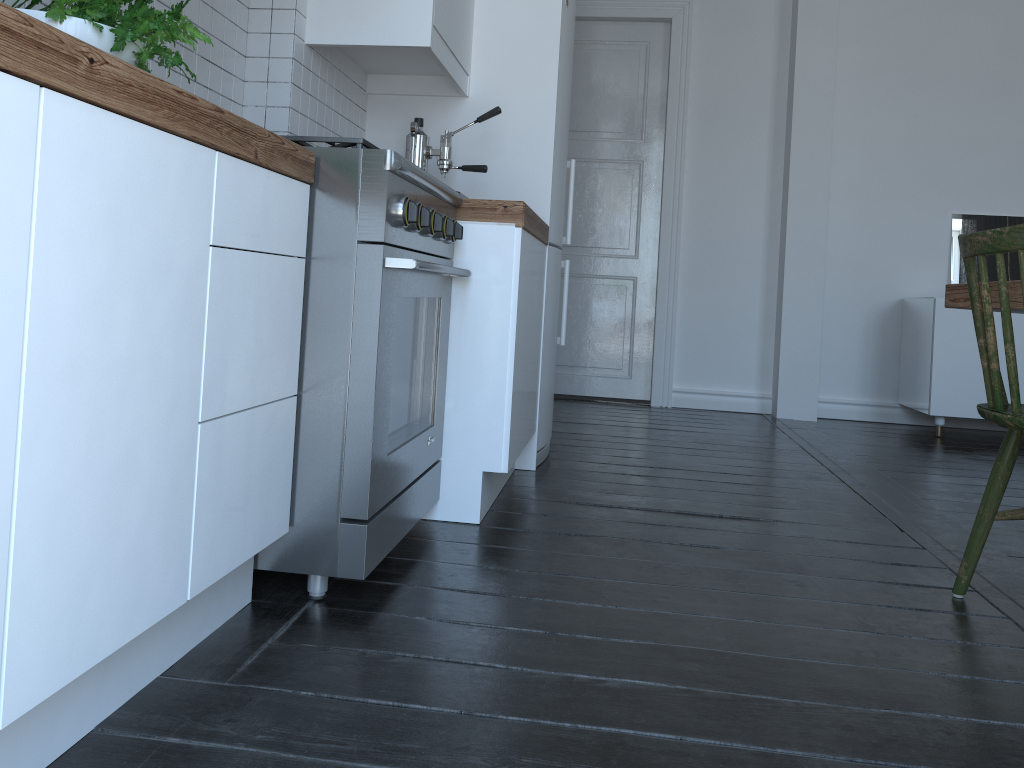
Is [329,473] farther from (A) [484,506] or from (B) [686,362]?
(B) [686,362]

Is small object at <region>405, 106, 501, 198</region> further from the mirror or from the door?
the mirror

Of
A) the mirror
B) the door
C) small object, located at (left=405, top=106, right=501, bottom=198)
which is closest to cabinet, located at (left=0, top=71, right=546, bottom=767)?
small object, located at (left=405, top=106, right=501, bottom=198)

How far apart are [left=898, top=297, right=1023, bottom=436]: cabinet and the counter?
2.63m

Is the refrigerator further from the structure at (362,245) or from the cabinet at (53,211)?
the structure at (362,245)

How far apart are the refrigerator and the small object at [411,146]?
0.4m

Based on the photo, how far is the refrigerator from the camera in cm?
318

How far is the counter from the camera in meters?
0.9 m

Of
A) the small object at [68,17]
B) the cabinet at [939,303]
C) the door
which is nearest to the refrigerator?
the door

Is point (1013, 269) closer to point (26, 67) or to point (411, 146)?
point (411, 146)
